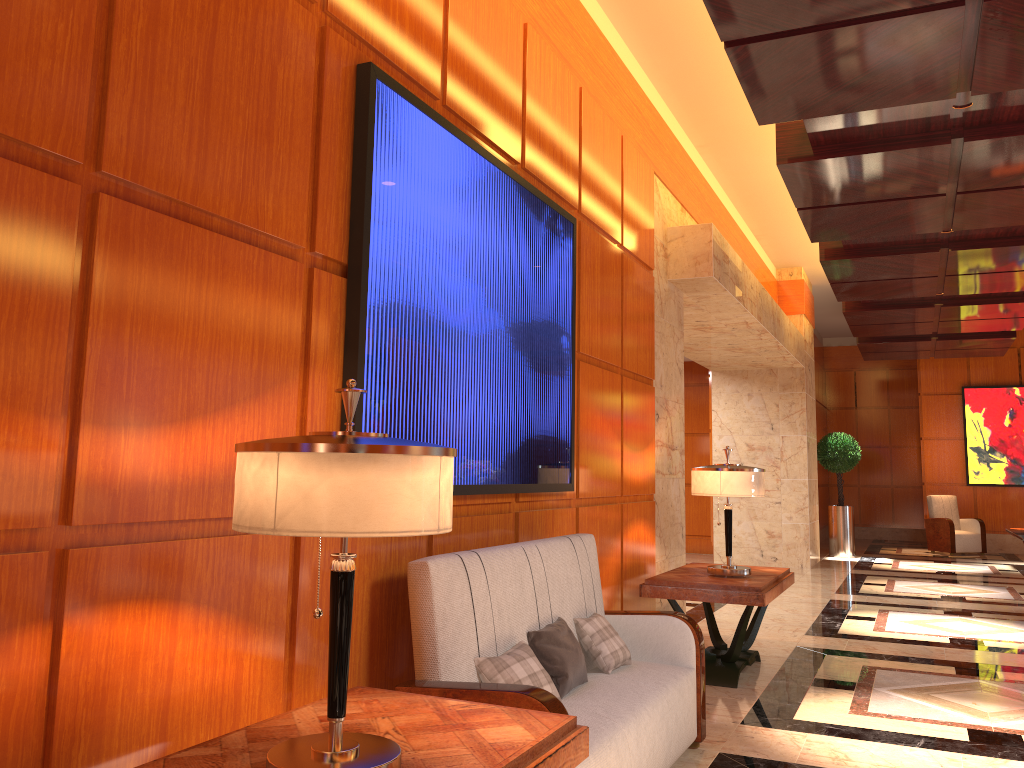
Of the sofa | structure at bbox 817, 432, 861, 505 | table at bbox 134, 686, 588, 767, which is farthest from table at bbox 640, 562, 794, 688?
structure at bbox 817, 432, 861, 505

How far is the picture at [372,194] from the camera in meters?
2.9 m

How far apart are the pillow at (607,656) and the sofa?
0.0m

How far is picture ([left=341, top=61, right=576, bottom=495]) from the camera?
2.9 meters

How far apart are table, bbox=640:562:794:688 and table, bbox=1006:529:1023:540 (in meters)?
3.12

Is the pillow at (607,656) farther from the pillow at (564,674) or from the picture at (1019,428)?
the picture at (1019,428)

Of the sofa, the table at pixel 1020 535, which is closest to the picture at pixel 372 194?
the sofa

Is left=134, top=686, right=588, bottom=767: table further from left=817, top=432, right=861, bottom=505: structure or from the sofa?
left=817, top=432, right=861, bottom=505: structure

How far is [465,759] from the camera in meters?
1.9 m

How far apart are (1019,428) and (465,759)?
16.0 meters
